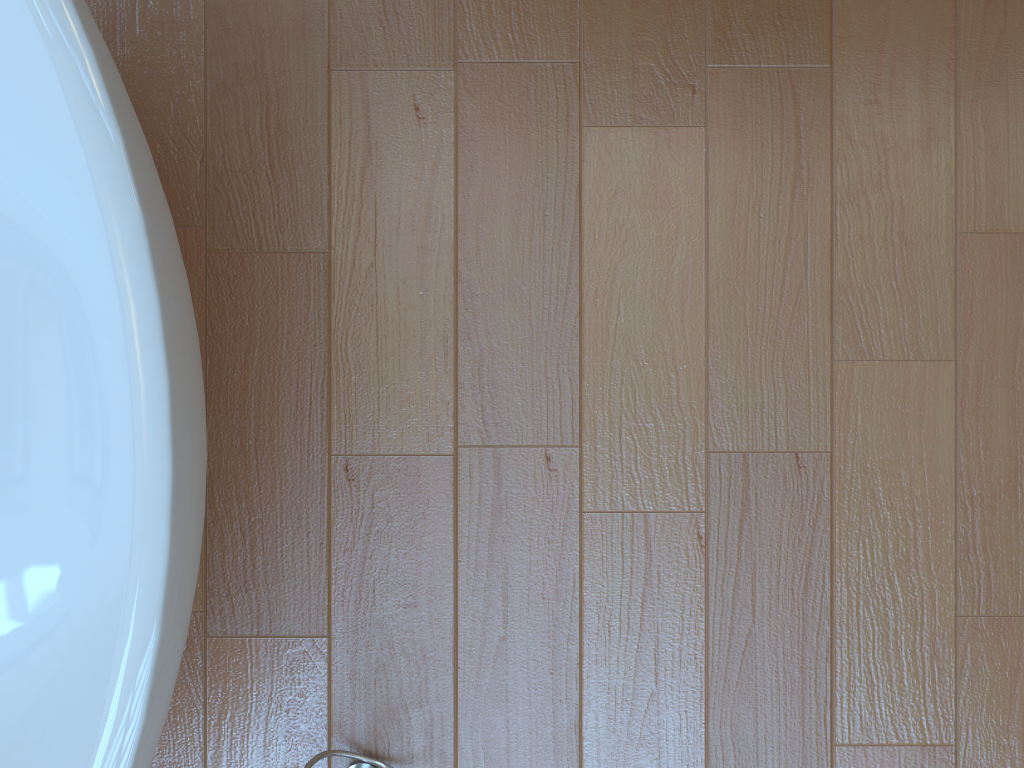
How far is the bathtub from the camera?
0.8 meters

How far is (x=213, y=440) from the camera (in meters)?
1.31

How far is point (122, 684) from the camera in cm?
83

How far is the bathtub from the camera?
0.8 meters
